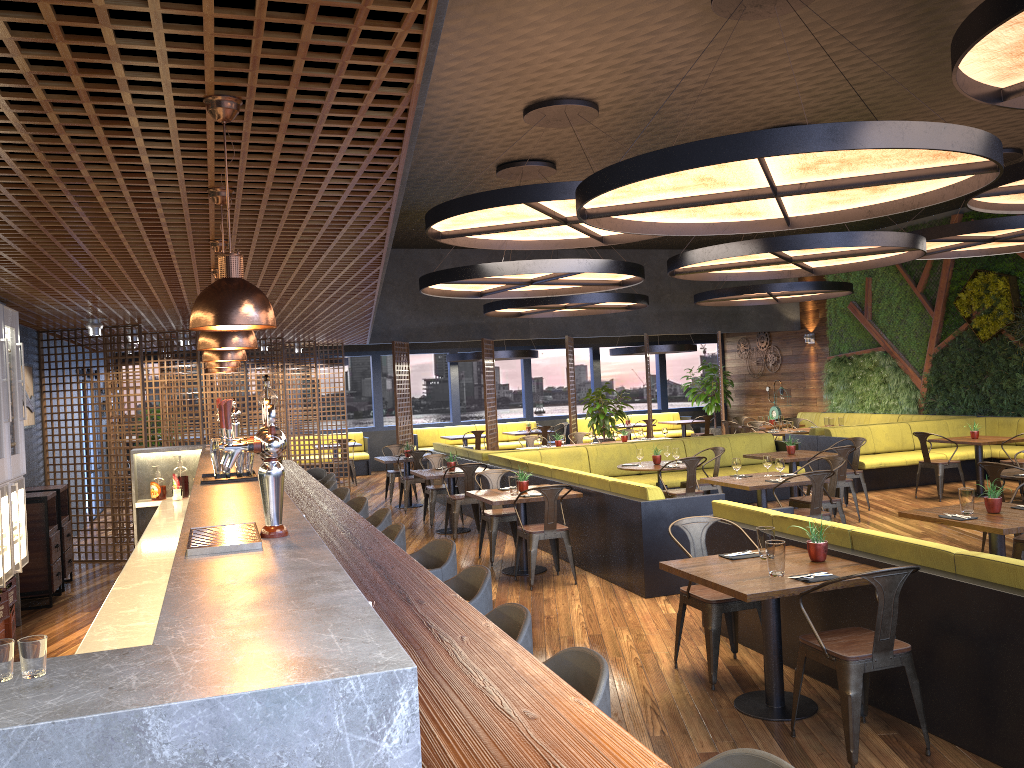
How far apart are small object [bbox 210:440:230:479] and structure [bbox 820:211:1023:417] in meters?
13.4 m

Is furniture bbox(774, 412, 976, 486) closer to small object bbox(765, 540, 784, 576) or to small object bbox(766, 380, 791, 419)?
small object bbox(766, 380, 791, 419)

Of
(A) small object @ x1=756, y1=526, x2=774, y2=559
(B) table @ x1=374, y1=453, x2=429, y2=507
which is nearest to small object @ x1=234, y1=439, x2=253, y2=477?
(A) small object @ x1=756, y1=526, x2=774, y2=559

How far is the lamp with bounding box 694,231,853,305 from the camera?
14.80m

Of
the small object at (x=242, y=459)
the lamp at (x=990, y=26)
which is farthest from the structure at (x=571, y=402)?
the small object at (x=242, y=459)

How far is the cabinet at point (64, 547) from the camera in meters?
8.8

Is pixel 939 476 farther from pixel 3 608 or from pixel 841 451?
pixel 3 608

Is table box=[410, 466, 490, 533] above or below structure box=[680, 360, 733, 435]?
below

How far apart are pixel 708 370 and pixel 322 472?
14.2m

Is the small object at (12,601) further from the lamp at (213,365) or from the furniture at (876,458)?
the furniture at (876,458)
